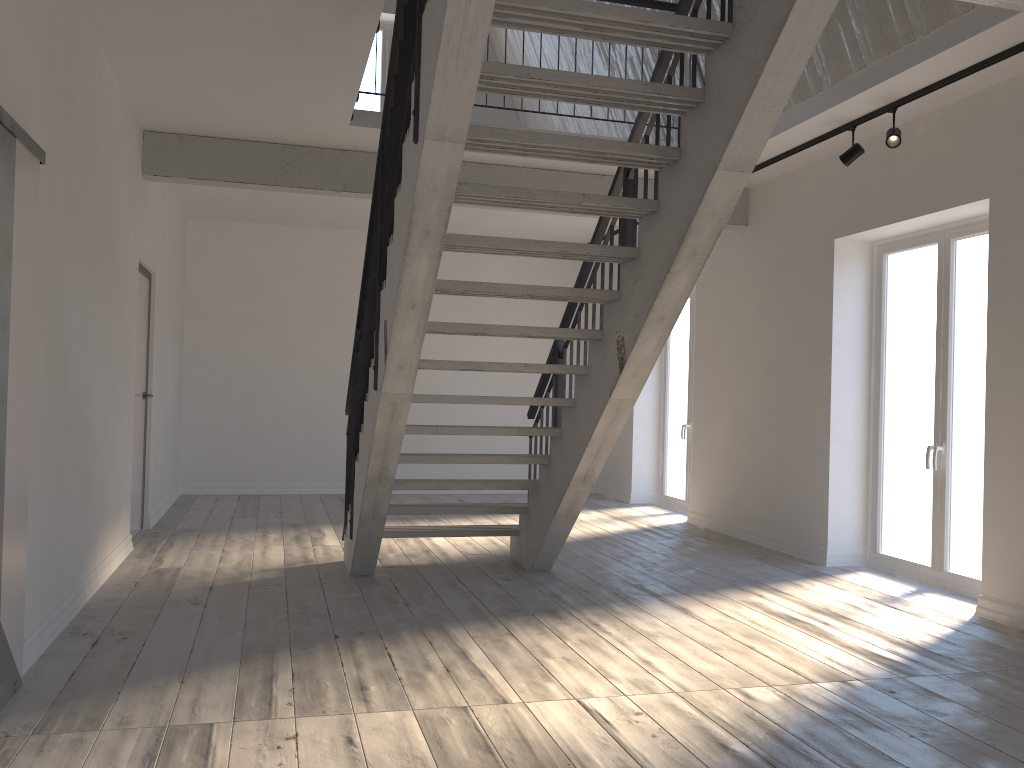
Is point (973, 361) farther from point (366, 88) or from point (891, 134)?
point (366, 88)

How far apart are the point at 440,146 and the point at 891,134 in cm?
326

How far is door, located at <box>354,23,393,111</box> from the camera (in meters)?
10.31

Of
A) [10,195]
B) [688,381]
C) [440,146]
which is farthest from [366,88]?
[10,195]

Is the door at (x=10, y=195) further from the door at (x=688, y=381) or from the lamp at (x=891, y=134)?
the door at (x=688, y=381)

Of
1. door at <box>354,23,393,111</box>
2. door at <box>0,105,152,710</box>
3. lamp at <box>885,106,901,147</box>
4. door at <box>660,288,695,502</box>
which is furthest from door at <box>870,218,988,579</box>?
door at <box>354,23,393,111</box>

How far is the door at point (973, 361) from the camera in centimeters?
551cm

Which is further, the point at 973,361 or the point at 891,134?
the point at 973,361

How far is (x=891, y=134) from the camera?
5.2 meters

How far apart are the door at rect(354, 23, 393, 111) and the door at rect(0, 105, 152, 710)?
4.2 meters
